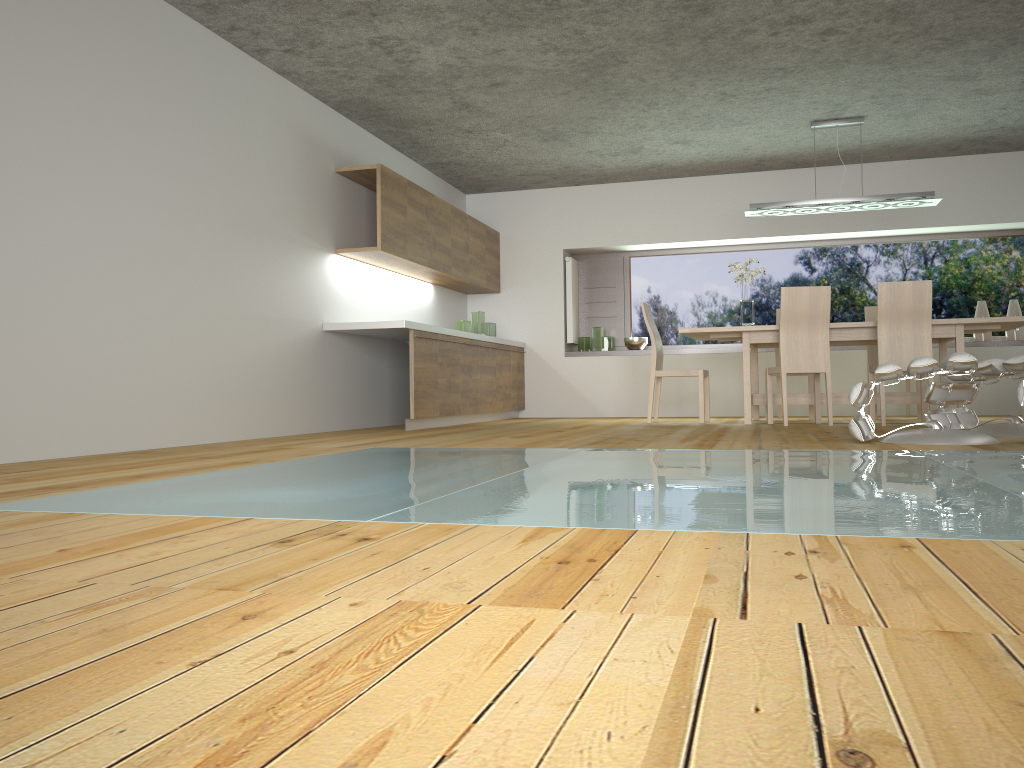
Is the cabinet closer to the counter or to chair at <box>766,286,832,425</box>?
the counter

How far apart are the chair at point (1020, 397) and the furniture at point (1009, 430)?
0.7 meters

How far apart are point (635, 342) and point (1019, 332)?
3.6m

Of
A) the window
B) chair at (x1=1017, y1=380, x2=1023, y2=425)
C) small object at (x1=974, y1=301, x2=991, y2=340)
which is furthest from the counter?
small object at (x1=974, y1=301, x2=991, y2=340)

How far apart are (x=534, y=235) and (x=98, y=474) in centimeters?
678cm

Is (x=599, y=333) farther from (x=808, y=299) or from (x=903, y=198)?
(x=903, y=198)

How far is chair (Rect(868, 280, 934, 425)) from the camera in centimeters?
619cm

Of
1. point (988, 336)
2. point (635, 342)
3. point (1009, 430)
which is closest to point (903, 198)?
point (988, 336)

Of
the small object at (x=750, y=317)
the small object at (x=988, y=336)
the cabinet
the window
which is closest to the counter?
the cabinet

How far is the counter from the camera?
6.4m
